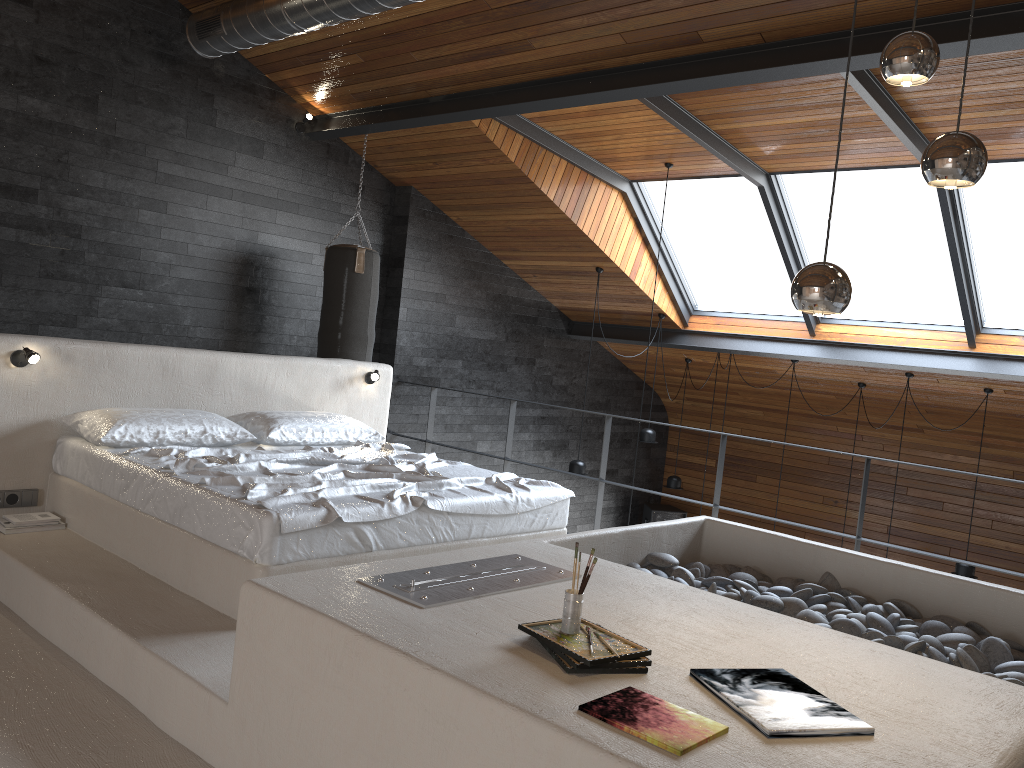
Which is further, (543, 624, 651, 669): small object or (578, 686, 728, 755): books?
(543, 624, 651, 669): small object

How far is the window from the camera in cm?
638

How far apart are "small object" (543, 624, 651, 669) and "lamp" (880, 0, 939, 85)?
1.6m

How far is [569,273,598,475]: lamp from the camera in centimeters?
804cm

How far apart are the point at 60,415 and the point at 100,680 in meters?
1.9

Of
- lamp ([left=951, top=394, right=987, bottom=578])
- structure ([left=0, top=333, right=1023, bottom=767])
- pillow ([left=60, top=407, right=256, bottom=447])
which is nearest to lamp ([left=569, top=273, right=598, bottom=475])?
structure ([left=0, top=333, right=1023, bottom=767])

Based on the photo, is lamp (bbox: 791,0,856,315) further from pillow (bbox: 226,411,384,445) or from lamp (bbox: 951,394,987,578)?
lamp (bbox: 951,394,987,578)

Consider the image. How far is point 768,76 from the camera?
4.51m

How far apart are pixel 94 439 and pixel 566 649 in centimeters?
307cm

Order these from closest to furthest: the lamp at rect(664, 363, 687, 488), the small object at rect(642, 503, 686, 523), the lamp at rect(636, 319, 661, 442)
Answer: the lamp at rect(636, 319, 661, 442) → the lamp at rect(664, 363, 687, 488) → the small object at rect(642, 503, 686, 523)
